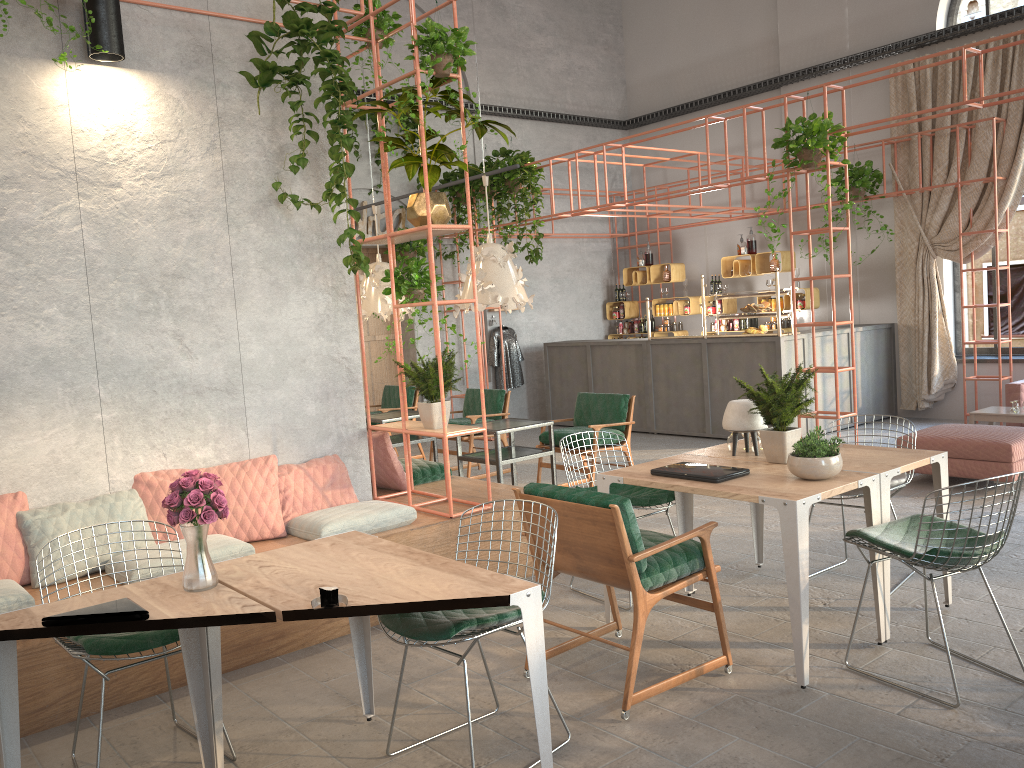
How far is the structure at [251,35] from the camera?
5.0 meters

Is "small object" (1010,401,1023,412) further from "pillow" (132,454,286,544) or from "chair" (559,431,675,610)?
"pillow" (132,454,286,544)

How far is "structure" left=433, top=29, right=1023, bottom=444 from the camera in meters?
7.8 m

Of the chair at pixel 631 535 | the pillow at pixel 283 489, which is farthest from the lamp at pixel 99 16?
the chair at pixel 631 535

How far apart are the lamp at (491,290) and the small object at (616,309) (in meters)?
6.11

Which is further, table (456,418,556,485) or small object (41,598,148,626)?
table (456,418,556,485)

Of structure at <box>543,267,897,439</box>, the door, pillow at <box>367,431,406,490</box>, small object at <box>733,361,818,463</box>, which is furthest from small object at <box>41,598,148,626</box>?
the door

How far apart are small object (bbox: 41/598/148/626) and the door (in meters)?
9.57

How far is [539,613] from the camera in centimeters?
285cm

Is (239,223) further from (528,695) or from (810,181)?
(810,181)
